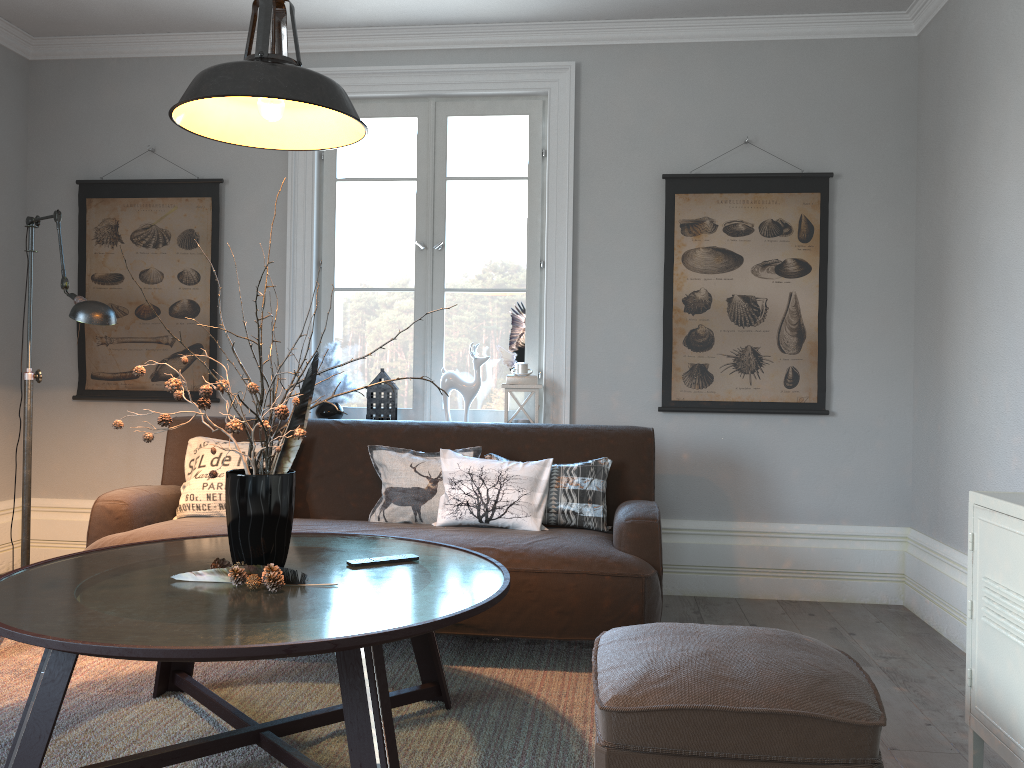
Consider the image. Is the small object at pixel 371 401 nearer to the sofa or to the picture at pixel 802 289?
the sofa

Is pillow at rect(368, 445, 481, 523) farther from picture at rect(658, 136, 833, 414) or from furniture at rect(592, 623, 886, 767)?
furniture at rect(592, 623, 886, 767)

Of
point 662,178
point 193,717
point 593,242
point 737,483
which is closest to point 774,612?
point 737,483

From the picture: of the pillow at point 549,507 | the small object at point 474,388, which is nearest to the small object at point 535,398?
the small object at point 474,388

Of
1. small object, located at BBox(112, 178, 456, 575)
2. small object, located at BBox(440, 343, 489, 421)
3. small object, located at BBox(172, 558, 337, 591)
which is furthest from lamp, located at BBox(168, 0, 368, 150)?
small object, located at BBox(440, 343, 489, 421)

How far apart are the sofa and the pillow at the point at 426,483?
0.06m

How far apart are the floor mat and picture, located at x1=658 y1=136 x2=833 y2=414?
1.3 meters

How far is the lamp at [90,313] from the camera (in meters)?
2.99

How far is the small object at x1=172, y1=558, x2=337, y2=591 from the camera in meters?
2.1

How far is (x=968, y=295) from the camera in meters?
3.5 m
